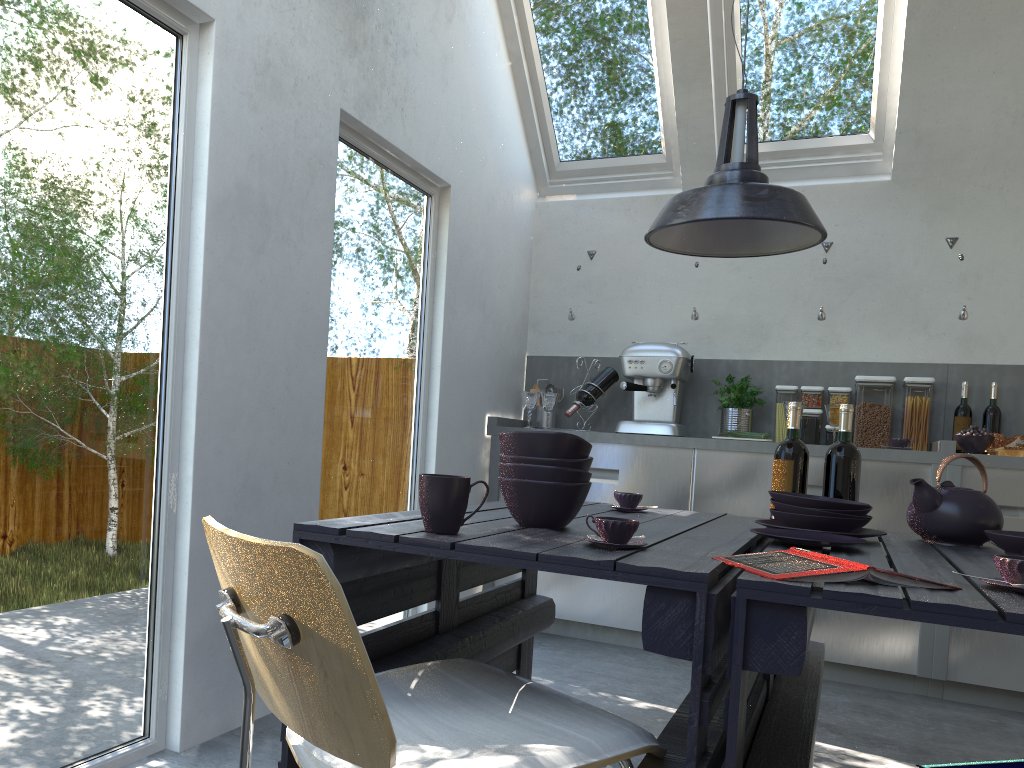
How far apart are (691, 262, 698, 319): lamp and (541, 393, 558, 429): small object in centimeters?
82cm

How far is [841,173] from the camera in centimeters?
466cm

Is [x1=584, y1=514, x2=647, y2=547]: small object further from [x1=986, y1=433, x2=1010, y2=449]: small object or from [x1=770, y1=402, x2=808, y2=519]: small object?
[x1=986, y1=433, x2=1010, y2=449]: small object

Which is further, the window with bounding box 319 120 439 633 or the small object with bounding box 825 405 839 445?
the small object with bounding box 825 405 839 445

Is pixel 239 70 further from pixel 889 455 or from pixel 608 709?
pixel 889 455

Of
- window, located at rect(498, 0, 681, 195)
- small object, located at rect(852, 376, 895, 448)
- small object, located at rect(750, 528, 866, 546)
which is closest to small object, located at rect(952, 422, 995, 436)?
small object, located at rect(852, 376, 895, 448)

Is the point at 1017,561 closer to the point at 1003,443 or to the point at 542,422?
the point at 1003,443

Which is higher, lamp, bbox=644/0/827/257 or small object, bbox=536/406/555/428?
lamp, bbox=644/0/827/257

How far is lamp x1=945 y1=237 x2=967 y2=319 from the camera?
4.08m

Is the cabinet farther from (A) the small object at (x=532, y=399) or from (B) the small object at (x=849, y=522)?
(B) the small object at (x=849, y=522)
